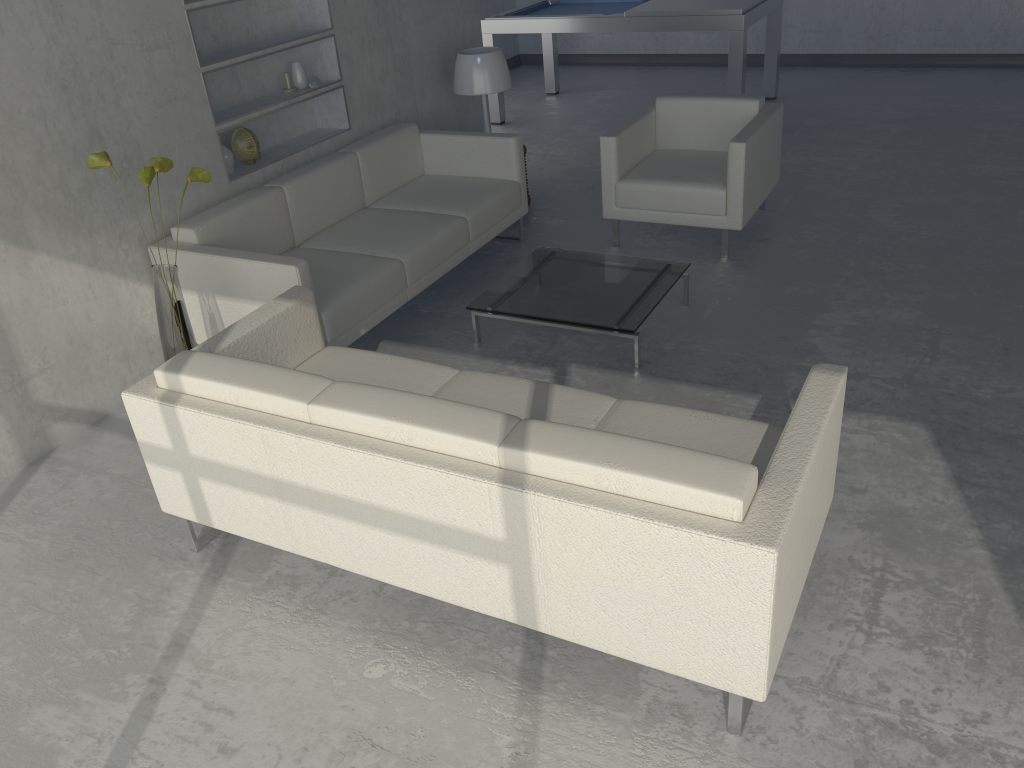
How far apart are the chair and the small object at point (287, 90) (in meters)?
1.59

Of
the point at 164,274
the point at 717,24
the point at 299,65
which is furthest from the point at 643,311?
the point at 717,24

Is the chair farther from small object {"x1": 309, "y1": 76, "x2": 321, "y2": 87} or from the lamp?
small object {"x1": 309, "y1": 76, "x2": 321, "y2": 87}

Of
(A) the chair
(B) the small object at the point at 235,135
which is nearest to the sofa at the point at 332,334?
(B) the small object at the point at 235,135

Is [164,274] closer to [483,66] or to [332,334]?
→ [332,334]

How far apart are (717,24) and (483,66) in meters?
2.1

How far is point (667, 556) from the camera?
1.9m

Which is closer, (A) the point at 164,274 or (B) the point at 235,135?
(A) the point at 164,274

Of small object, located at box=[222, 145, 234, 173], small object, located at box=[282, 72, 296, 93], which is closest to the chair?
small object, located at box=[282, 72, 296, 93]

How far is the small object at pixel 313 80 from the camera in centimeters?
449cm
